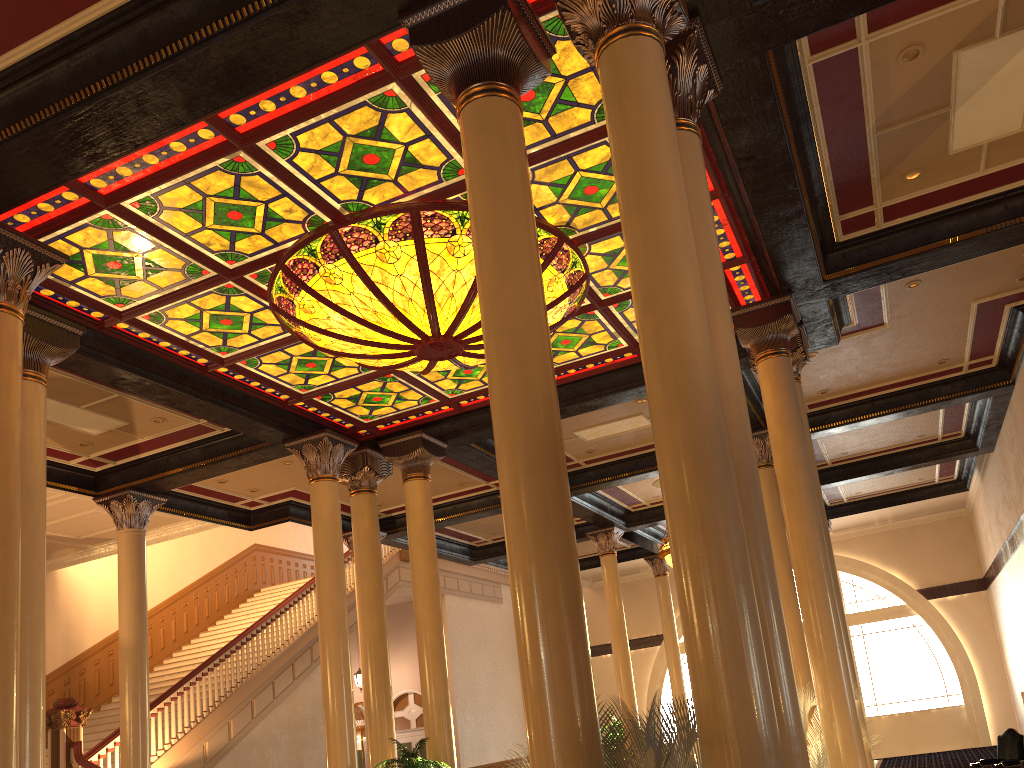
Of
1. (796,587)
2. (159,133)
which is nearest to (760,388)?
(796,587)

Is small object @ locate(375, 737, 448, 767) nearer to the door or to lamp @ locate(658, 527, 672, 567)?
lamp @ locate(658, 527, 672, 567)

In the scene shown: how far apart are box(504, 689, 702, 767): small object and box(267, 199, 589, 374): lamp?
4.3 meters

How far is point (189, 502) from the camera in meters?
13.6

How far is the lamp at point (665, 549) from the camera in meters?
15.3

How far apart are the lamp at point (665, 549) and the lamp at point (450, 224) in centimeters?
734cm

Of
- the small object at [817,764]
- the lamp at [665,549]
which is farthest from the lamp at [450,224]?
the lamp at [665,549]

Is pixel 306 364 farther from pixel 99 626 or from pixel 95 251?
pixel 99 626

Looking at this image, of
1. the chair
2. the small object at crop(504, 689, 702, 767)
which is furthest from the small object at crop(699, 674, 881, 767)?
the chair

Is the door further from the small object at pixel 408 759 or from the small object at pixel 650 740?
the small object at pixel 650 740
